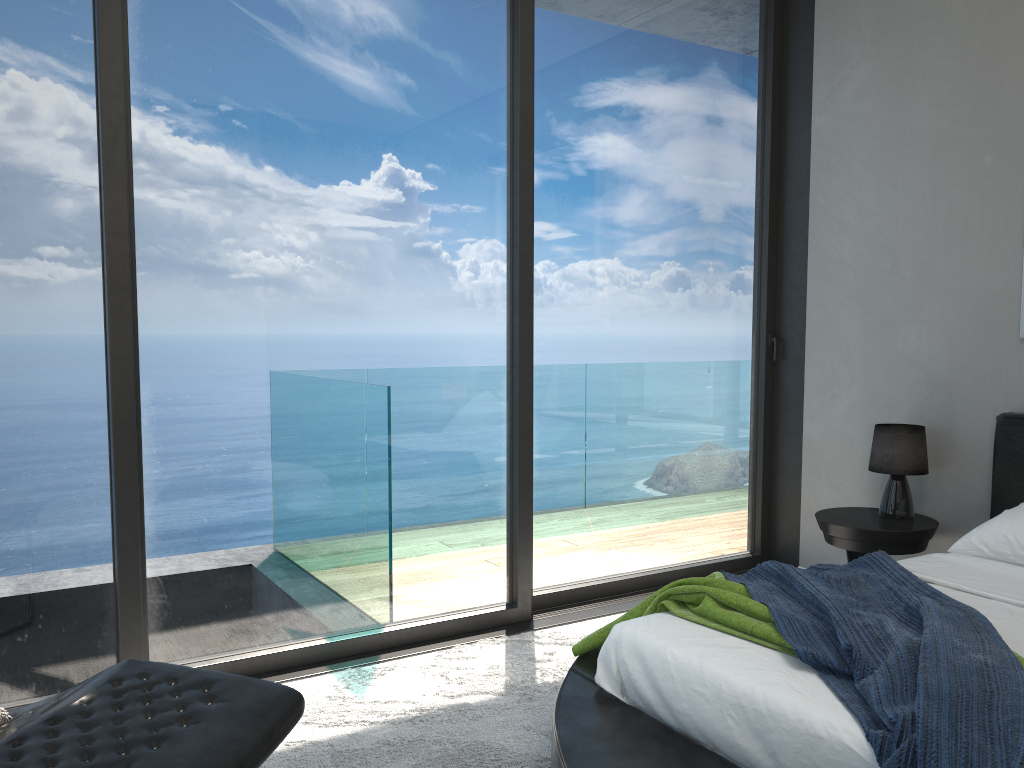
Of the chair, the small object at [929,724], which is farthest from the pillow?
the small object at [929,724]

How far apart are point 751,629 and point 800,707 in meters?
0.4

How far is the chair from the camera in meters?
1.5 m

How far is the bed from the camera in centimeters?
185cm

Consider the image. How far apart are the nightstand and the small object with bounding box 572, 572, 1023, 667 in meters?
1.2

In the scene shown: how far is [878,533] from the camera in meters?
3.6

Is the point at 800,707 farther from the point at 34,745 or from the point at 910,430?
the point at 910,430

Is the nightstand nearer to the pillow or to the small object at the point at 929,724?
the small object at the point at 929,724

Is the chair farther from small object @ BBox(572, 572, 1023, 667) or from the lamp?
the lamp

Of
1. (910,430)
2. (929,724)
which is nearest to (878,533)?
(910,430)
